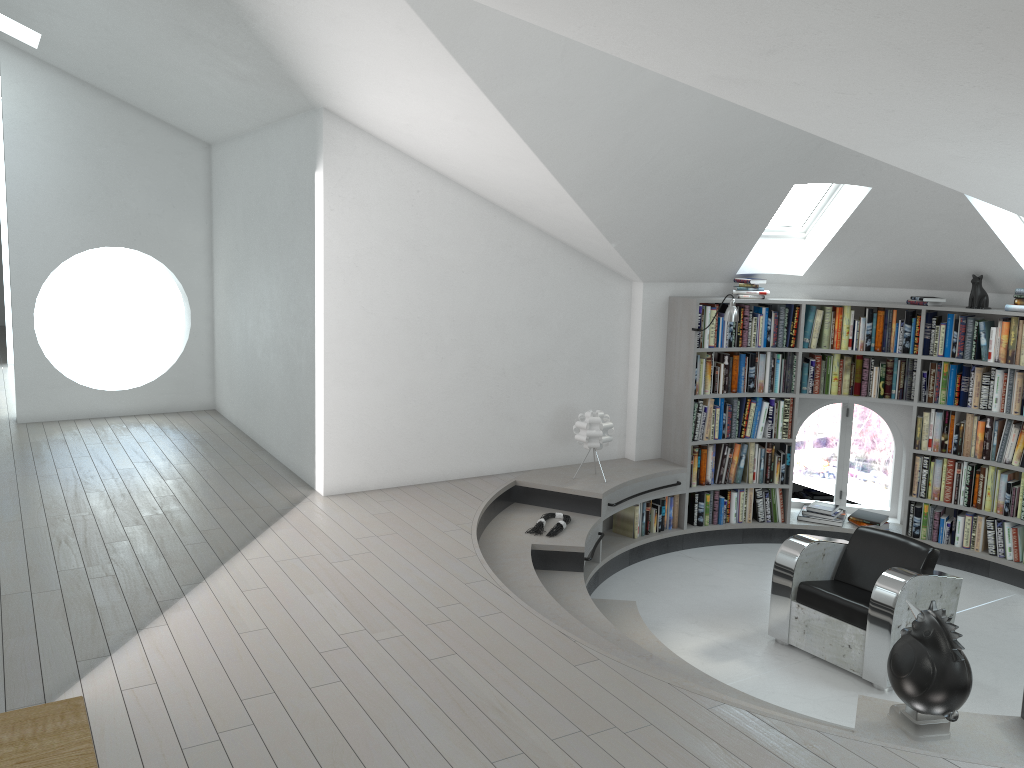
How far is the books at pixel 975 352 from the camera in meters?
6.8 m

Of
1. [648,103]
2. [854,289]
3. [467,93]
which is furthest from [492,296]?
[854,289]

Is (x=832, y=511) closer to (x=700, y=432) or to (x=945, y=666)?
(x=700, y=432)

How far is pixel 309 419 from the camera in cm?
631

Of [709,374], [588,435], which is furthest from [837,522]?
[588,435]

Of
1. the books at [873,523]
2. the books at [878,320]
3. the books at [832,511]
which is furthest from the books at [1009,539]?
the books at [878,320]

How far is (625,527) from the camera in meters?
7.1

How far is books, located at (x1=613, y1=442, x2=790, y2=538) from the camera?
7.1m

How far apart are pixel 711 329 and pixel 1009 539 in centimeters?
275cm

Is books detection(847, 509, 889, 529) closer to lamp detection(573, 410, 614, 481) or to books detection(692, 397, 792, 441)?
Result: books detection(692, 397, 792, 441)
